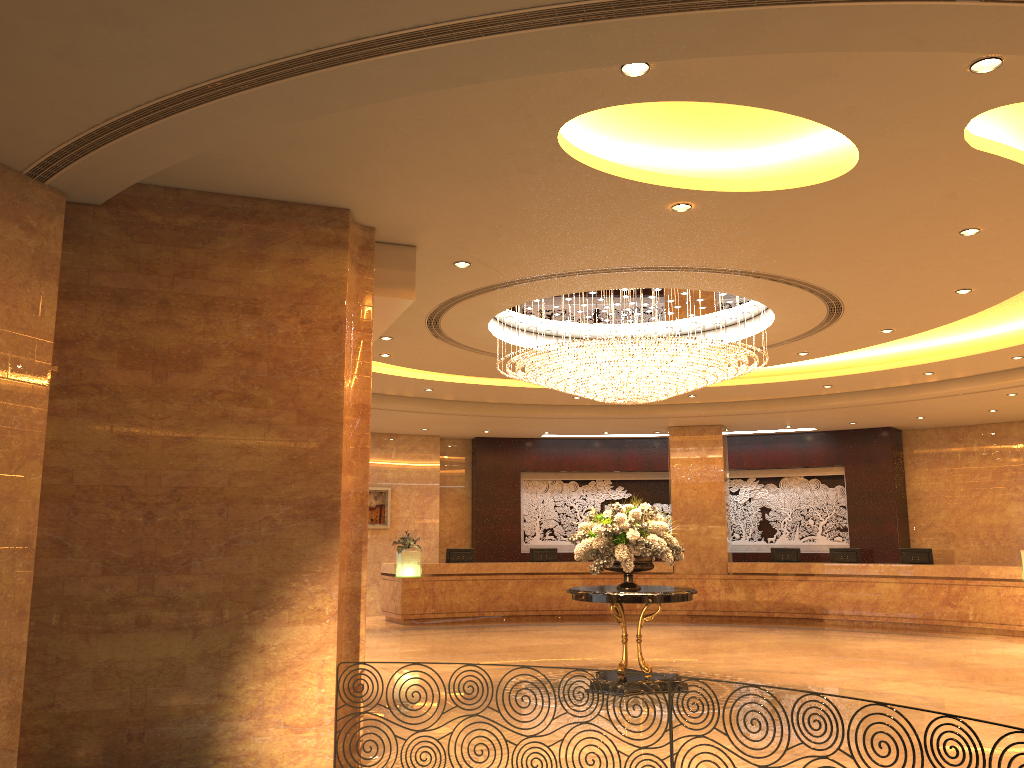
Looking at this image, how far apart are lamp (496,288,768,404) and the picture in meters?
8.7

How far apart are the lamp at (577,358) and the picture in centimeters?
873cm

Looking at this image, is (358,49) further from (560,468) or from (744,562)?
(560,468)

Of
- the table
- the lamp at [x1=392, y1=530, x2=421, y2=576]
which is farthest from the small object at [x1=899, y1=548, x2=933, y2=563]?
the lamp at [x1=392, y1=530, x2=421, y2=576]

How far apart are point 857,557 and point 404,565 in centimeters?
891cm

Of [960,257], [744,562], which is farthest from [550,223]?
[744,562]

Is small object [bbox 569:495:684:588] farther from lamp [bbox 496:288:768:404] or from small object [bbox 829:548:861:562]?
→ small object [bbox 829:548:861:562]

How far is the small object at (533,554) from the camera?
18.8 meters

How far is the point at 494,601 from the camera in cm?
1792

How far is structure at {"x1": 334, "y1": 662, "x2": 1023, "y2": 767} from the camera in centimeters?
560cm
